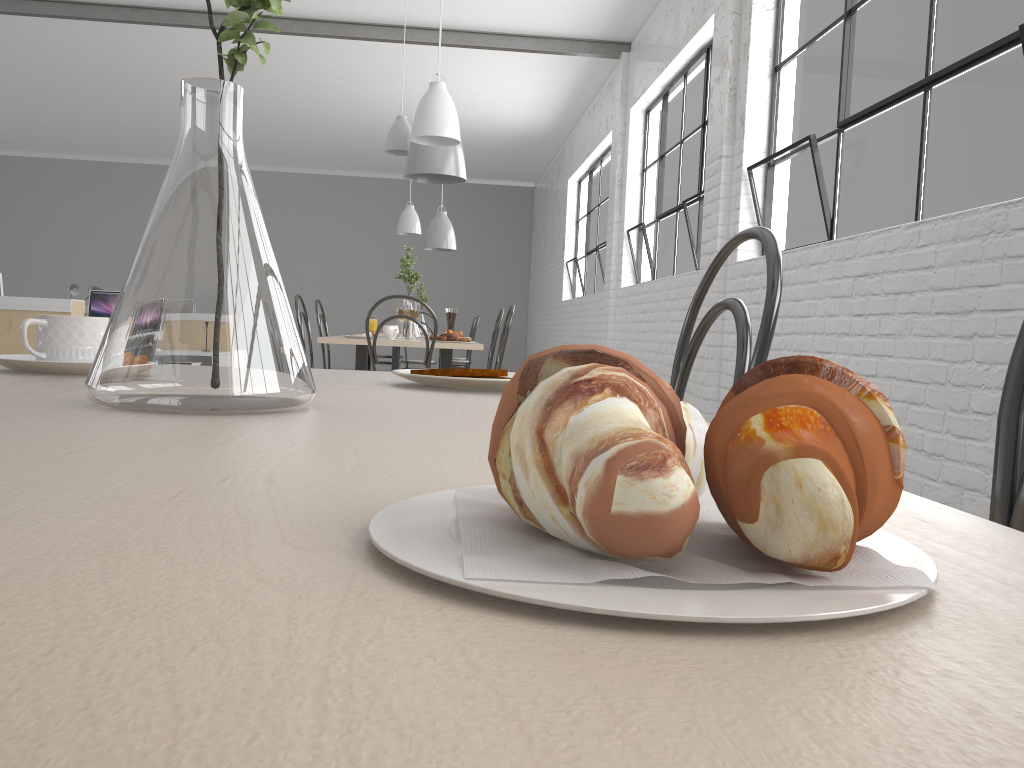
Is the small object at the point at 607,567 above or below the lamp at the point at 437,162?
below

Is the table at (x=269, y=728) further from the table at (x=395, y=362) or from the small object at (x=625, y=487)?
the table at (x=395, y=362)

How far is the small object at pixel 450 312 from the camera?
4.1m

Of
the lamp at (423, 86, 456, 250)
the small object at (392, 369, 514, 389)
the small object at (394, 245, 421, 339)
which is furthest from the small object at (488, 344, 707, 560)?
the lamp at (423, 86, 456, 250)

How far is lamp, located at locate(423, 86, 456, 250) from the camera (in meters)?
6.93

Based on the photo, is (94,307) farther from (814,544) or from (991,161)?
(814,544)

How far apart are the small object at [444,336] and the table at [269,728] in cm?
255

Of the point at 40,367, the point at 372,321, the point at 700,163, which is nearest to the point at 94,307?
the point at 372,321

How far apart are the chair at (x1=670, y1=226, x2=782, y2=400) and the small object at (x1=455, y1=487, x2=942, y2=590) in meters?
0.5

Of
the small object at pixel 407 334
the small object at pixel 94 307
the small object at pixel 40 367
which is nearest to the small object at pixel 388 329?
the small object at pixel 407 334
